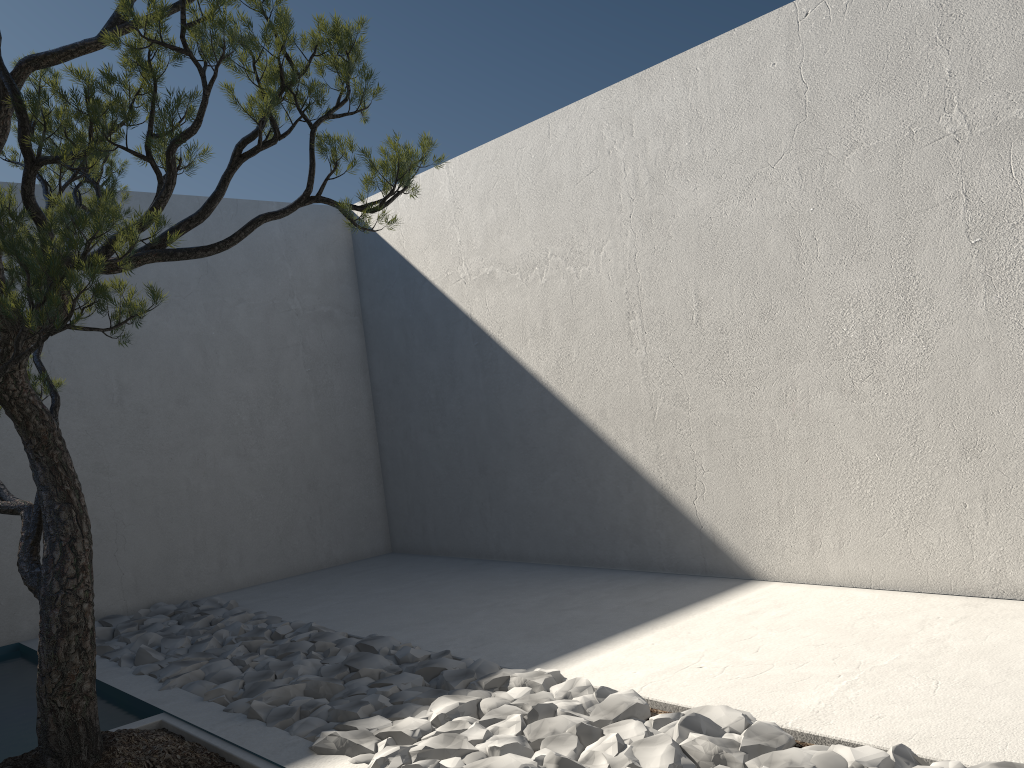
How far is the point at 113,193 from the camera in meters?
2.1

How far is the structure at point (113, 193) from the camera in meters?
2.1

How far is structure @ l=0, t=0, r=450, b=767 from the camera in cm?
212
